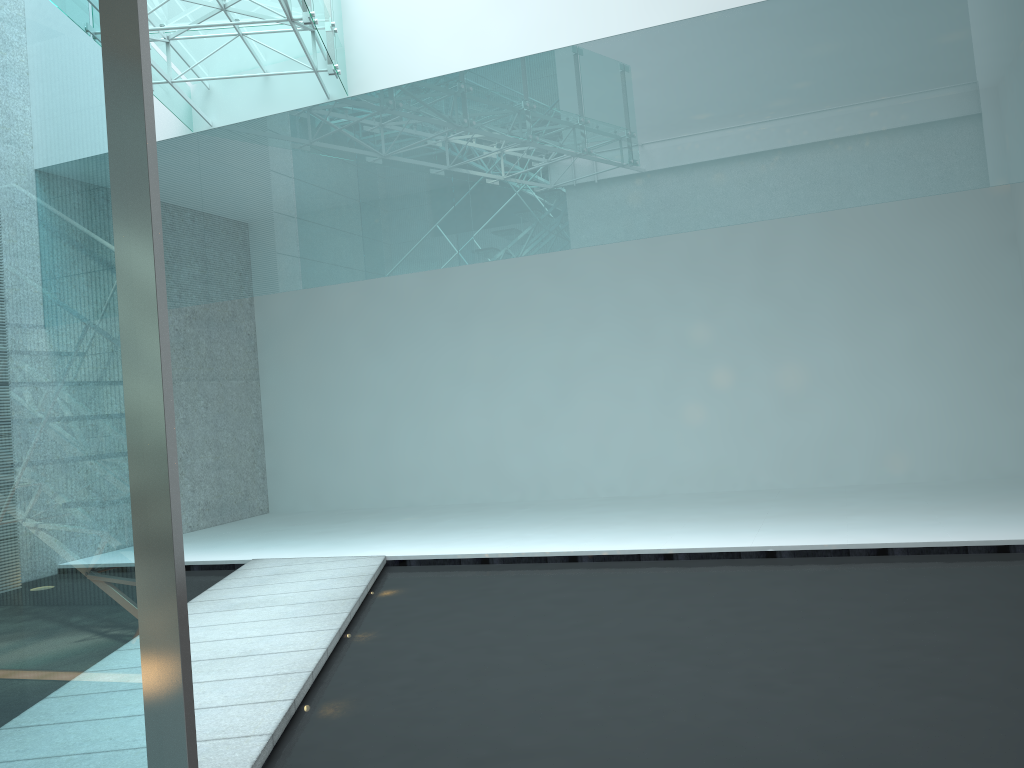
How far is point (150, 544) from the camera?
1.7 meters

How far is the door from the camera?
1.7 meters

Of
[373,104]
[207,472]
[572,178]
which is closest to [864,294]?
[572,178]

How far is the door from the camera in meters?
1.7 m
